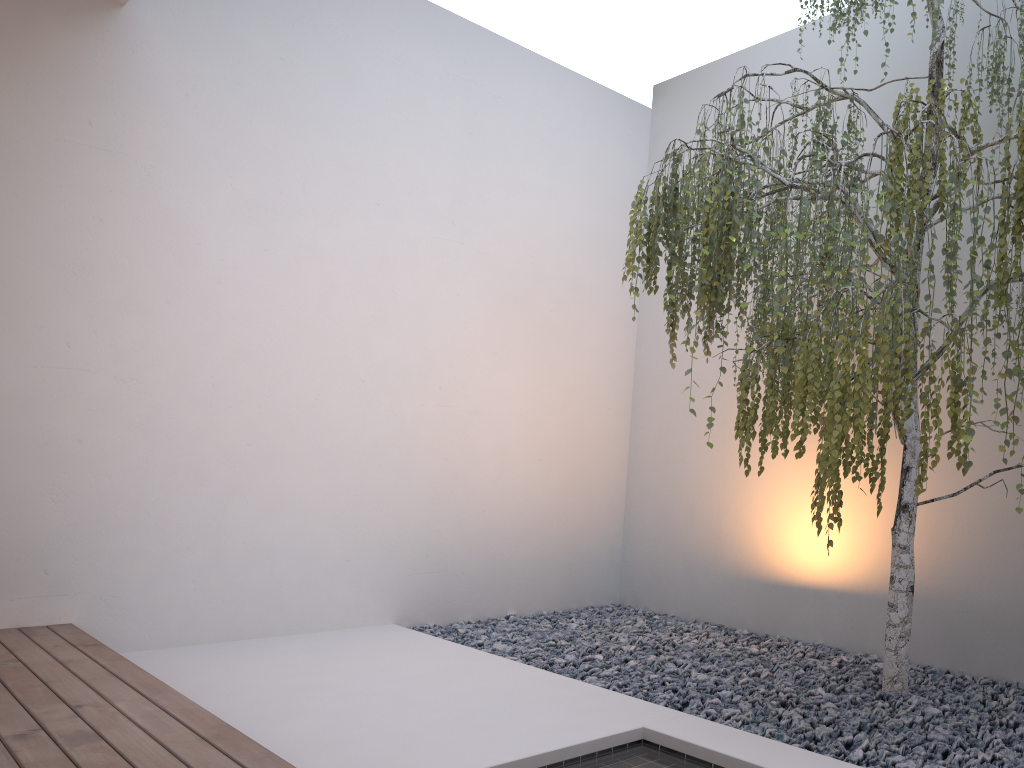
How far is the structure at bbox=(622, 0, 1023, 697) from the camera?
2.3 meters

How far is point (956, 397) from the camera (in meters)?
2.25

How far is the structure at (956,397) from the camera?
2.25m

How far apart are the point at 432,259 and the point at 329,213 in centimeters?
61cm

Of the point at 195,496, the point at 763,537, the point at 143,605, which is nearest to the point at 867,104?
the point at 763,537
